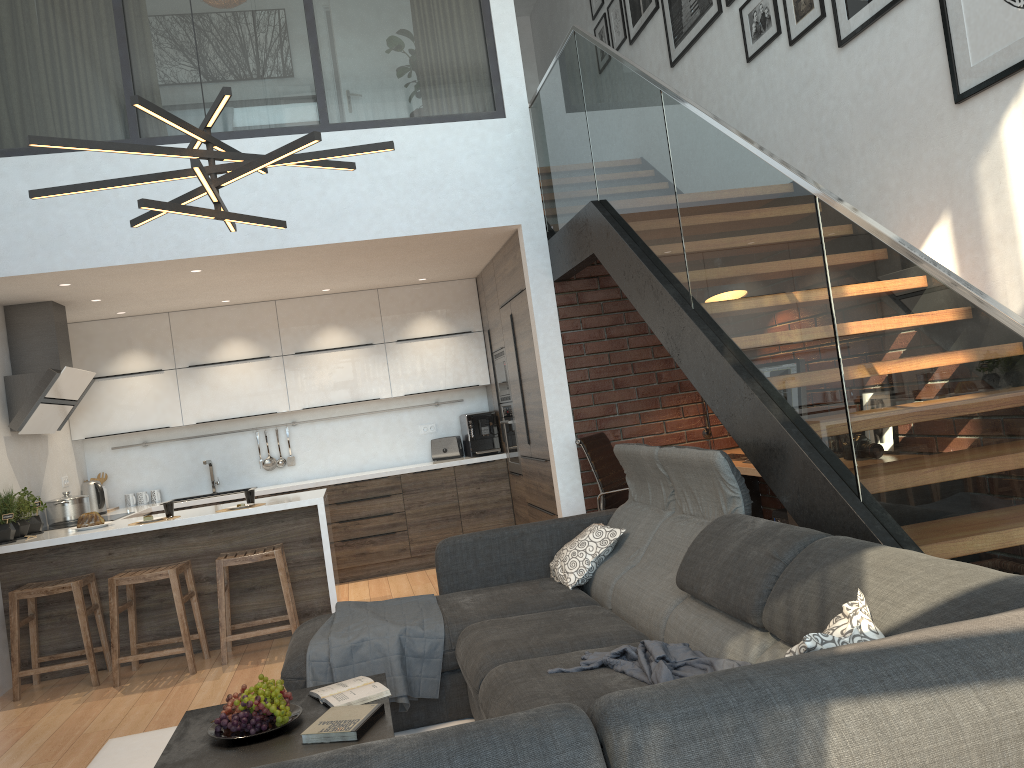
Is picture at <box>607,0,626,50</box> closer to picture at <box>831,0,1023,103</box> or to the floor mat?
picture at <box>831,0,1023,103</box>

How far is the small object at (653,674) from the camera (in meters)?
2.51

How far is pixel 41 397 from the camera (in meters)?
5.81

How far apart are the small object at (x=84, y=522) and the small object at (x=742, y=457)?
3.9 meters

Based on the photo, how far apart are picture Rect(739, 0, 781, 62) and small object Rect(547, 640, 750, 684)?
3.6 meters

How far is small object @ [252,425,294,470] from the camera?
7.7 meters

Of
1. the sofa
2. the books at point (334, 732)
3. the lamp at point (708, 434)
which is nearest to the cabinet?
the lamp at point (708, 434)

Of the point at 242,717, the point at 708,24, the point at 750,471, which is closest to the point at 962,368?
the point at 242,717

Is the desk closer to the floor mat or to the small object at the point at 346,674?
the small object at the point at 346,674

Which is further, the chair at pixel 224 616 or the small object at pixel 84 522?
the small object at pixel 84 522
